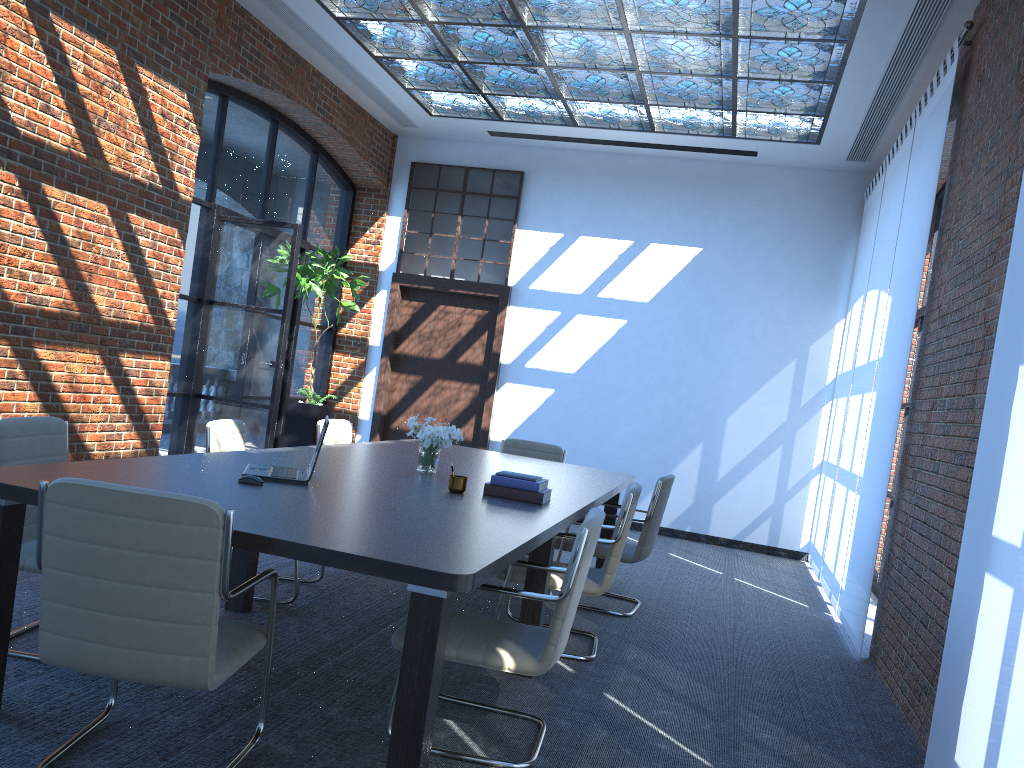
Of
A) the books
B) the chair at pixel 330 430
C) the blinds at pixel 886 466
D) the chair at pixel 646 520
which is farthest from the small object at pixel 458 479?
the blinds at pixel 886 466

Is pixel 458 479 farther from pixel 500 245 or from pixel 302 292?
pixel 500 245

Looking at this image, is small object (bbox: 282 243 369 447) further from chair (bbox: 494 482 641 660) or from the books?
the books

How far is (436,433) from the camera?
4.8m

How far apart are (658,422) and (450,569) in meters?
7.2 m

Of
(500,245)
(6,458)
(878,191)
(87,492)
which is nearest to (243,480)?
(6,458)

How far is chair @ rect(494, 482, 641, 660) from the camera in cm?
447

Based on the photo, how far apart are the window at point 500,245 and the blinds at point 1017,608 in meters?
6.7

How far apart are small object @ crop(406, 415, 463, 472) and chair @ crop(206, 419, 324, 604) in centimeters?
88cm

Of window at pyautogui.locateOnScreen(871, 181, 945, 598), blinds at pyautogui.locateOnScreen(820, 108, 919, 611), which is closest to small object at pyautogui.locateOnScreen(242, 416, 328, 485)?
blinds at pyautogui.locateOnScreen(820, 108, 919, 611)
